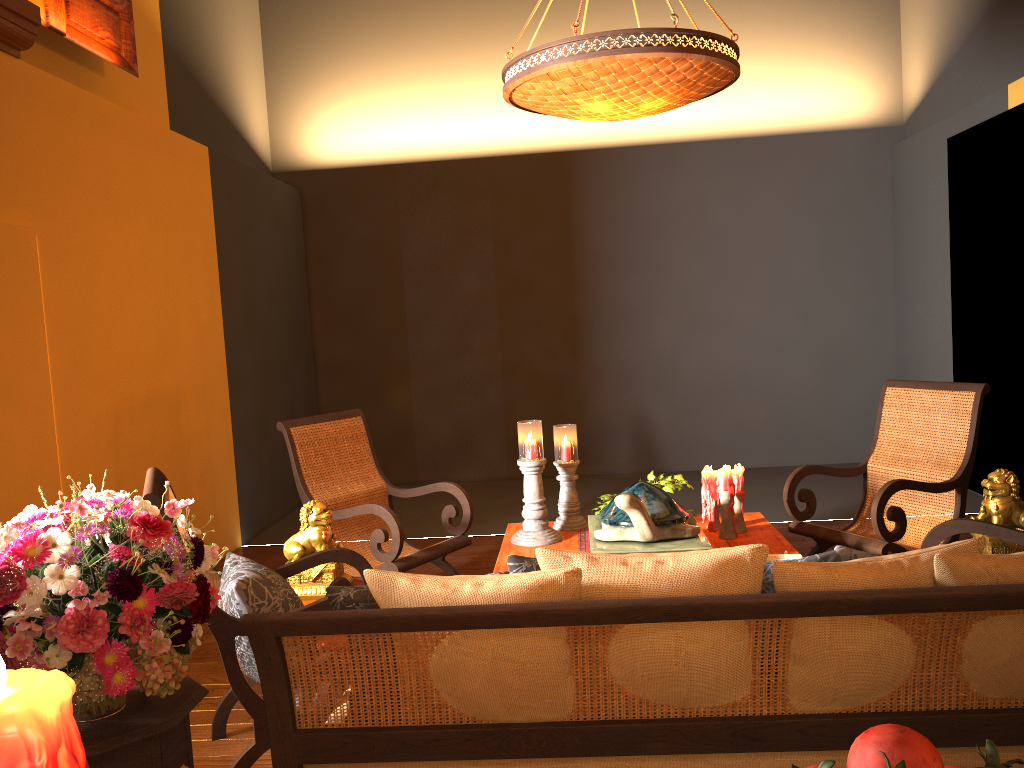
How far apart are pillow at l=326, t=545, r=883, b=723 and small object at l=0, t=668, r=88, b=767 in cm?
140

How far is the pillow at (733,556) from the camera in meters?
1.7 m

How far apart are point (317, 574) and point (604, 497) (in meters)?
1.38

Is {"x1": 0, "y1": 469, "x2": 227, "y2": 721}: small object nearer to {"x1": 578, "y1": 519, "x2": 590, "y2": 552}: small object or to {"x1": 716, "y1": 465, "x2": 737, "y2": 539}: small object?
{"x1": 578, "y1": 519, "x2": 590, "y2": 552}: small object

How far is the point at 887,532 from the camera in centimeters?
383cm

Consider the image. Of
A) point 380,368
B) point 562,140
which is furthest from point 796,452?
point 380,368

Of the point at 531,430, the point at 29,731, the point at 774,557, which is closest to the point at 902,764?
the point at 29,731

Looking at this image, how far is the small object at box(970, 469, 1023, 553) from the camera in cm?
330

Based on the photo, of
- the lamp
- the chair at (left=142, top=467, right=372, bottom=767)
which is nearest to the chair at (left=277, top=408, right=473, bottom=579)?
the chair at (left=142, top=467, right=372, bottom=767)

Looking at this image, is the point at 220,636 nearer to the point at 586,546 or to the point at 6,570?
the point at 6,570
